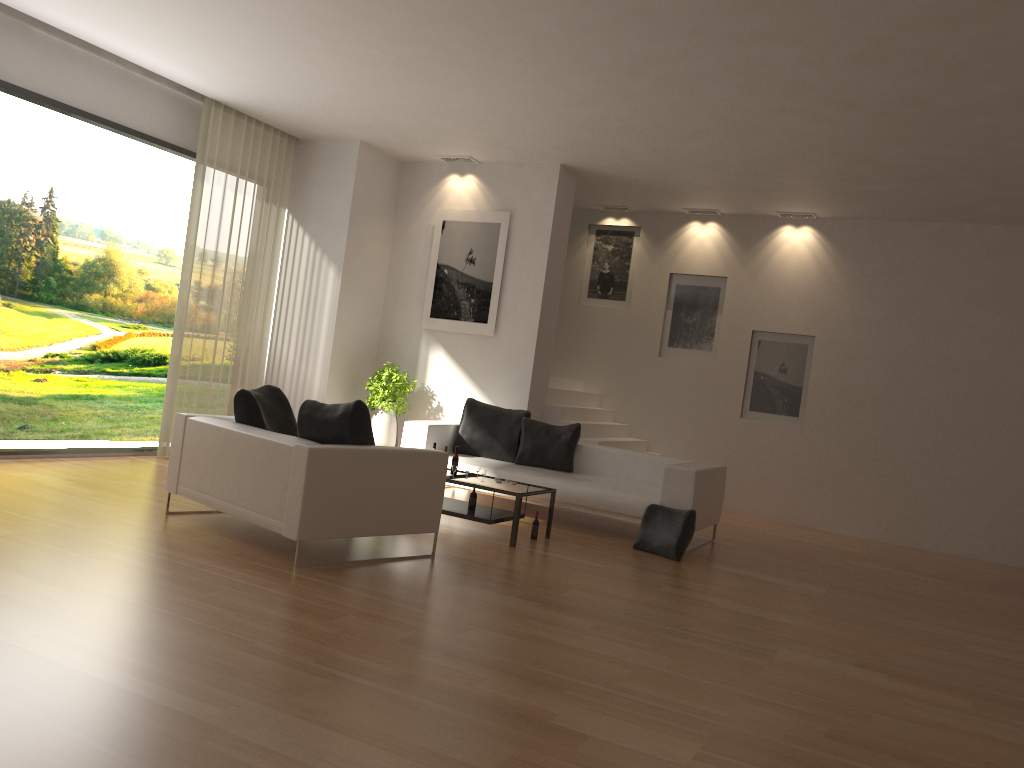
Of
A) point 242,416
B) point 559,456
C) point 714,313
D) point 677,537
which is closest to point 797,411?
point 714,313

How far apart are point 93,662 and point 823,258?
9.5m

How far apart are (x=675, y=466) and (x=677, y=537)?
0.70m

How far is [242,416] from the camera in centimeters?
641cm

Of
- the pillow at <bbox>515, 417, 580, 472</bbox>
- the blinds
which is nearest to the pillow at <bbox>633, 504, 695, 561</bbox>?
the pillow at <bbox>515, 417, 580, 472</bbox>

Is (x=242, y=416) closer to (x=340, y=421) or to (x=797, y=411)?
(x=340, y=421)

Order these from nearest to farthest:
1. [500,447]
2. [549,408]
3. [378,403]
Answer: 1. [500,447]
2. [378,403]
3. [549,408]

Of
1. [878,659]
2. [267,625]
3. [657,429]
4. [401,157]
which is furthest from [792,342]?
[267,625]

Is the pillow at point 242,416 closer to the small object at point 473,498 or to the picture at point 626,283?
the small object at point 473,498

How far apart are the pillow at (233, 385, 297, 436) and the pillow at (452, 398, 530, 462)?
2.69m
